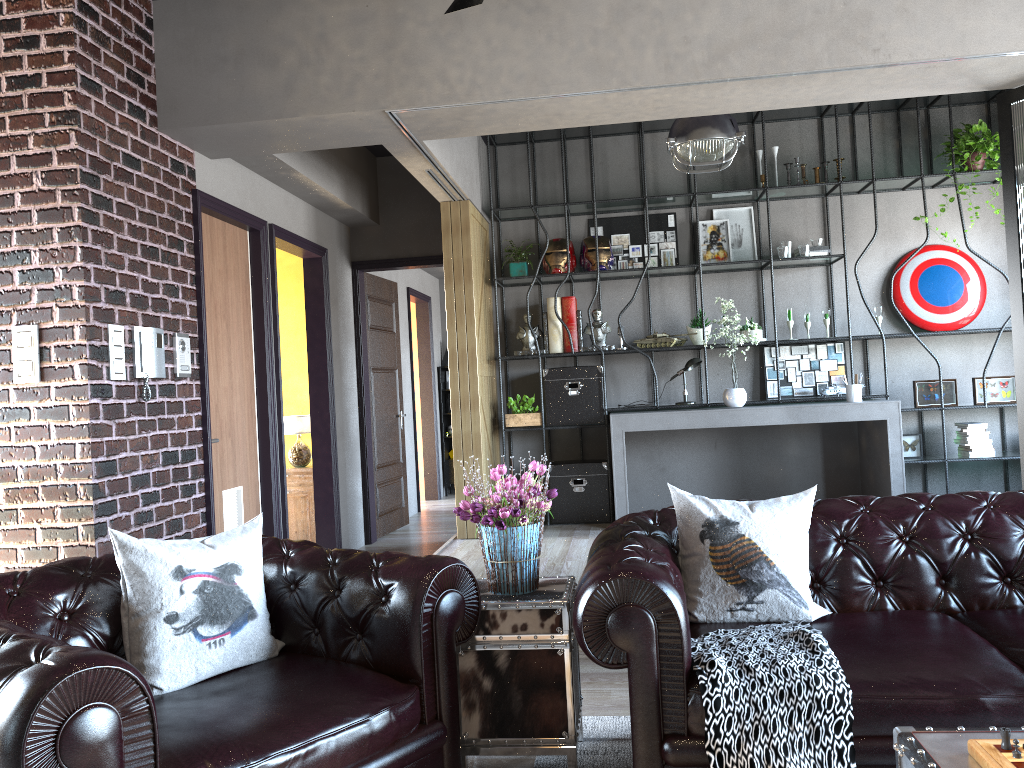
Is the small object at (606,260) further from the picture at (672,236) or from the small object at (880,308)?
the small object at (880,308)

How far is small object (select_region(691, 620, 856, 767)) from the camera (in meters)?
2.36

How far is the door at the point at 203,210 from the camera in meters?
5.2 m

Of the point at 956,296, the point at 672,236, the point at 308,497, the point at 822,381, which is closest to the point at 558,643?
the point at 308,497

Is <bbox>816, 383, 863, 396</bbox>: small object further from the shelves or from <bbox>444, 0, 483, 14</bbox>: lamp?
the shelves

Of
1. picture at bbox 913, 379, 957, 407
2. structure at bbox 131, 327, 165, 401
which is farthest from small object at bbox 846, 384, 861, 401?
structure at bbox 131, 327, 165, 401

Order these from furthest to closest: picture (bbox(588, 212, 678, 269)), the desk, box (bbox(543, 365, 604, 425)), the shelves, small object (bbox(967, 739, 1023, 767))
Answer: the shelves, picture (bbox(588, 212, 678, 269)), box (bbox(543, 365, 604, 425)), the desk, small object (bbox(967, 739, 1023, 767))

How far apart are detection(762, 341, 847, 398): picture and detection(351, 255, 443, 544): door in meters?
2.9 m

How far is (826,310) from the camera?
7.04m

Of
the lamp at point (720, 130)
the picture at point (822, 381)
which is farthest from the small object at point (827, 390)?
the lamp at point (720, 130)
